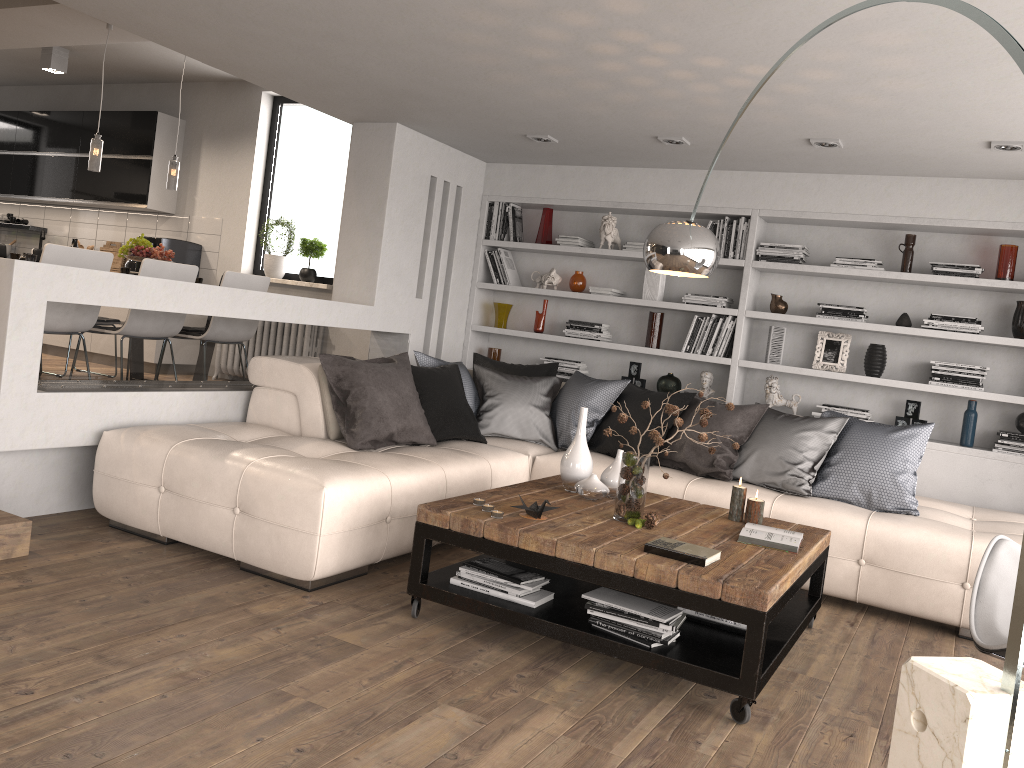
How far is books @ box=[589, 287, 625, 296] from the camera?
6.5 meters

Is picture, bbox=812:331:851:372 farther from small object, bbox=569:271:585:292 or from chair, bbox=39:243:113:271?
chair, bbox=39:243:113:271

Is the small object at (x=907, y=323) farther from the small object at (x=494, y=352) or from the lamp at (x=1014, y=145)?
the small object at (x=494, y=352)

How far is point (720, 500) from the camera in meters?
4.7 m

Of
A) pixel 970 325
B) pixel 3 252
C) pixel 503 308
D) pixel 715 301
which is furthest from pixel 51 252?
pixel 970 325

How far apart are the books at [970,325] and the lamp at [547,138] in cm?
264

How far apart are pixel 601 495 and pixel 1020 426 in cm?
301

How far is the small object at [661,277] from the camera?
6.41m

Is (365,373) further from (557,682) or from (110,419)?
(557,682)

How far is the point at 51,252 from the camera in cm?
482
